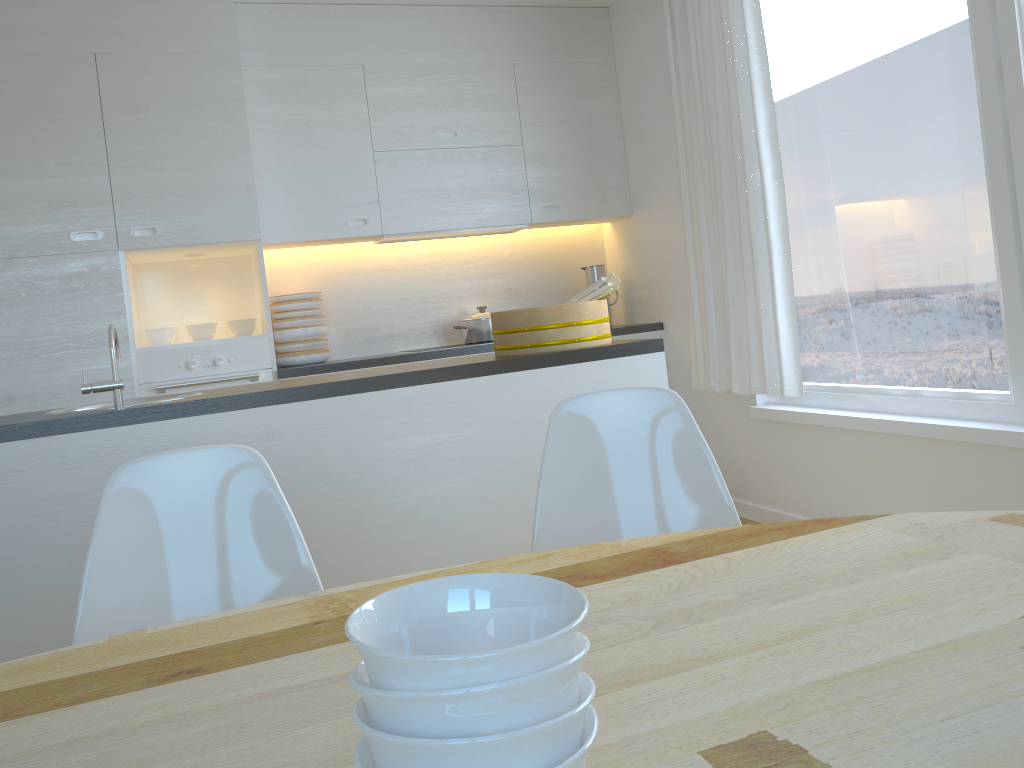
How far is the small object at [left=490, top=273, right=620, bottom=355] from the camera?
2.6 meters

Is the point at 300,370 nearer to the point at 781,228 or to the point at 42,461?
the point at 42,461

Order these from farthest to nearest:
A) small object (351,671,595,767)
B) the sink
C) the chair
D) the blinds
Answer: the blinds
the sink
the chair
small object (351,671,595,767)

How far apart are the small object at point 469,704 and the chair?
1.11m

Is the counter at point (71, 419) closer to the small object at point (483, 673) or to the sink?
the sink

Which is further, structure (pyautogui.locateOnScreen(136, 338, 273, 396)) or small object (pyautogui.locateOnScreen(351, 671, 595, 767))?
structure (pyautogui.locateOnScreen(136, 338, 273, 396))

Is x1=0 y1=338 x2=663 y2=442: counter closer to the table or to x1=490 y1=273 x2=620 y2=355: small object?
x1=490 y1=273 x2=620 y2=355: small object

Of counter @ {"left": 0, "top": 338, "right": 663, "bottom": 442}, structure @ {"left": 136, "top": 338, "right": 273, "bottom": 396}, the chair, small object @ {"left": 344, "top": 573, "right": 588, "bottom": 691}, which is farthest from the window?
small object @ {"left": 344, "top": 573, "right": 588, "bottom": 691}

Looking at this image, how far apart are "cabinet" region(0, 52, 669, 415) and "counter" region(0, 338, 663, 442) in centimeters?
142cm

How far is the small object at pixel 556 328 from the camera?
2.6 meters
